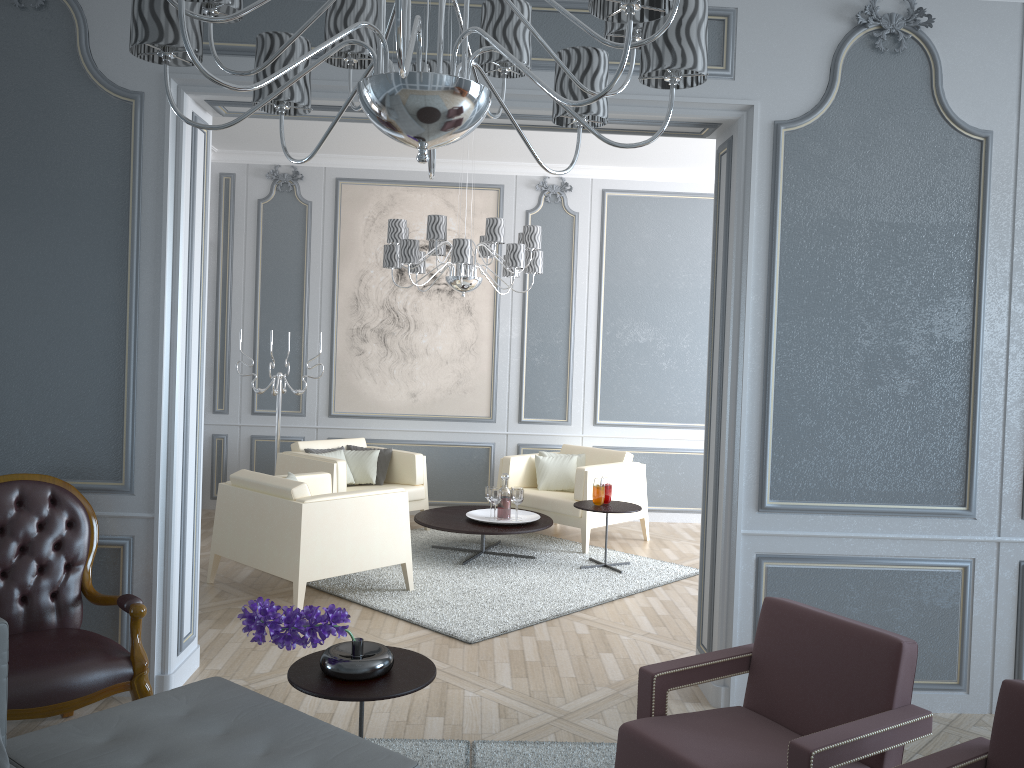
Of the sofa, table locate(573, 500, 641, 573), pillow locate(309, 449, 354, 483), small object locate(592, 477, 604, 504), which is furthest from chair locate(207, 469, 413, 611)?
the sofa

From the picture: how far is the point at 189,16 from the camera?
1.36m

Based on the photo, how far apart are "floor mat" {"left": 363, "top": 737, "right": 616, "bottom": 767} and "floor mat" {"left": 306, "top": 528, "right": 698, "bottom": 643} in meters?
1.0 m

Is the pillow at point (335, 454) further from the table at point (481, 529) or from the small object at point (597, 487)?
the small object at point (597, 487)

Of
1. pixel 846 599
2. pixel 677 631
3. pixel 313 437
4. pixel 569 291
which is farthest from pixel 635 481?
pixel 846 599

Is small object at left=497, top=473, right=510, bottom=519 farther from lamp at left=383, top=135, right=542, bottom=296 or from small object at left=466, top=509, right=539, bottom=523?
lamp at left=383, top=135, right=542, bottom=296

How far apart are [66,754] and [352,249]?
5.2 meters

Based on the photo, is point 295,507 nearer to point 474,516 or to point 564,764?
point 474,516

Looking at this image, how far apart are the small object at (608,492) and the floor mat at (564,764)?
2.6 meters

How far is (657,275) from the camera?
6.90m
